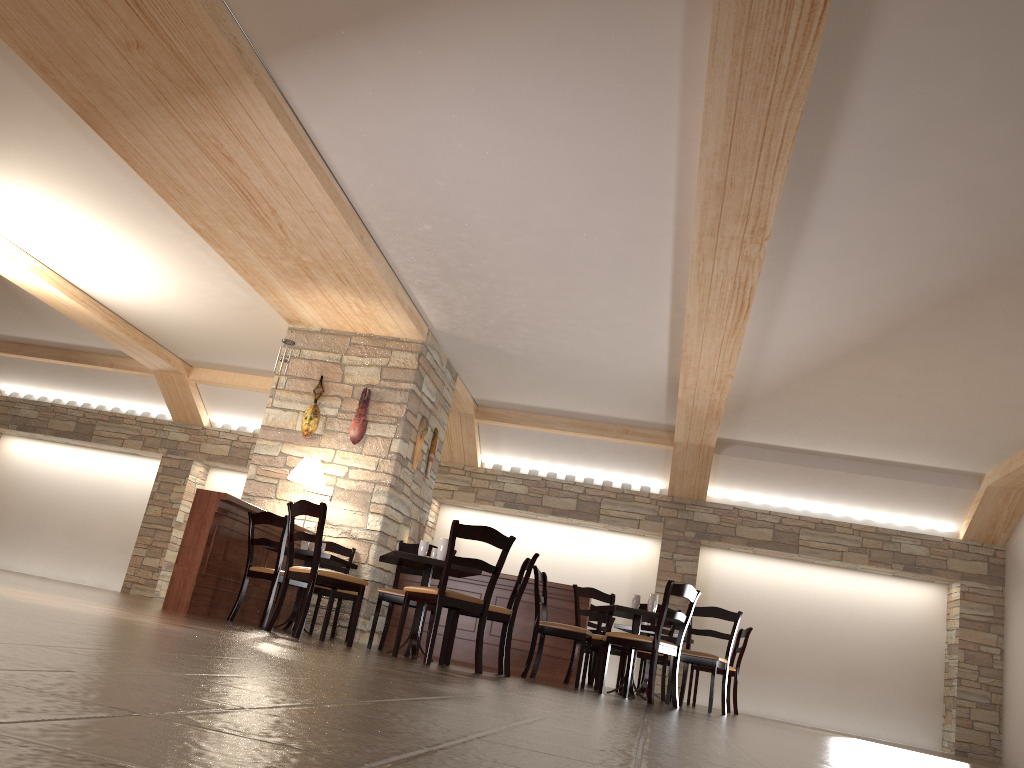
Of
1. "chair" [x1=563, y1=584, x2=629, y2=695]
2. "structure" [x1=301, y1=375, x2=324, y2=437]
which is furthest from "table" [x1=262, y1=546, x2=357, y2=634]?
"chair" [x1=563, y1=584, x2=629, y2=695]

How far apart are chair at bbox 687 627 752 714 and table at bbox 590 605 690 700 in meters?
2.0 m

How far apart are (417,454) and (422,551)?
3.2 meters

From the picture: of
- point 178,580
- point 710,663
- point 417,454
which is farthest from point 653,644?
point 417,454

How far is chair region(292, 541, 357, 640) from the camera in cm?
783

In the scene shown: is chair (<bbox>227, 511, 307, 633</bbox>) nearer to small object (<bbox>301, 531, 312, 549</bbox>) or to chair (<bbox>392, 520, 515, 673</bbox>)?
small object (<bbox>301, 531, 312, 549</bbox>)

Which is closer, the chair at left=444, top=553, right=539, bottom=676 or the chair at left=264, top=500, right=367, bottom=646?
the chair at left=264, top=500, right=367, bottom=646

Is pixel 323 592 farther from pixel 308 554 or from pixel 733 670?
pixel 733 670

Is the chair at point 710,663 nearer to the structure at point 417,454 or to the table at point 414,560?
the table at point 414,560

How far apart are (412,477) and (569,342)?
2.20m
